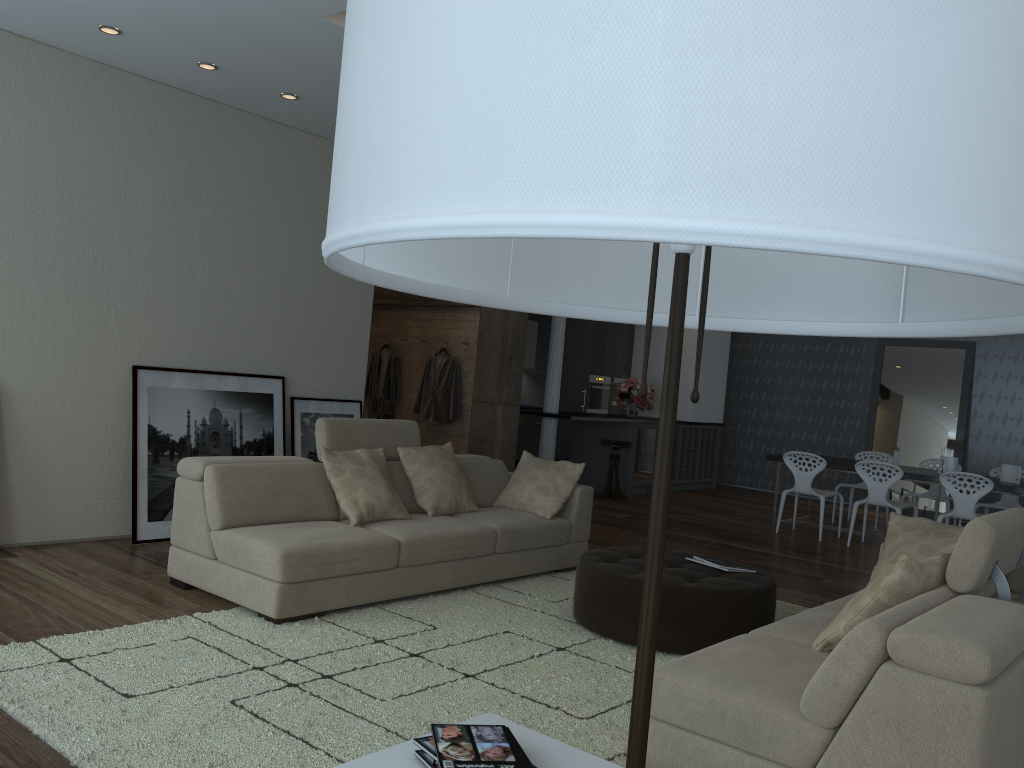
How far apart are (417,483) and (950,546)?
3.0 meters

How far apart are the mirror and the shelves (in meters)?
1.94

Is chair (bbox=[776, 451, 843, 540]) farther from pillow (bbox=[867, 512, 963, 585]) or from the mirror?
pillow (bbox=[867, 512, 963, 585])

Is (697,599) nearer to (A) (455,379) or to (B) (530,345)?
(A) (455,379)

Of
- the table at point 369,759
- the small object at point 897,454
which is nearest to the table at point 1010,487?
the small object at point 897,454

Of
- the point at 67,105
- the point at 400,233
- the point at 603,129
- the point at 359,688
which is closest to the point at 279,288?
the point at 67,105

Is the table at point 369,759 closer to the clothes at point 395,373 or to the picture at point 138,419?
the picture at point 138,419

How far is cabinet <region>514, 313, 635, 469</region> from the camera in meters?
13.3

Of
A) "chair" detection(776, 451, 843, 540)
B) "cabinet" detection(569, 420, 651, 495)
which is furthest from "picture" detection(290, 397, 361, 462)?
"cabinet" detection(569, 420, 651, 495)

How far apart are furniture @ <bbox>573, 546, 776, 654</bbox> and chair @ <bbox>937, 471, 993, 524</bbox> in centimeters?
390cm
